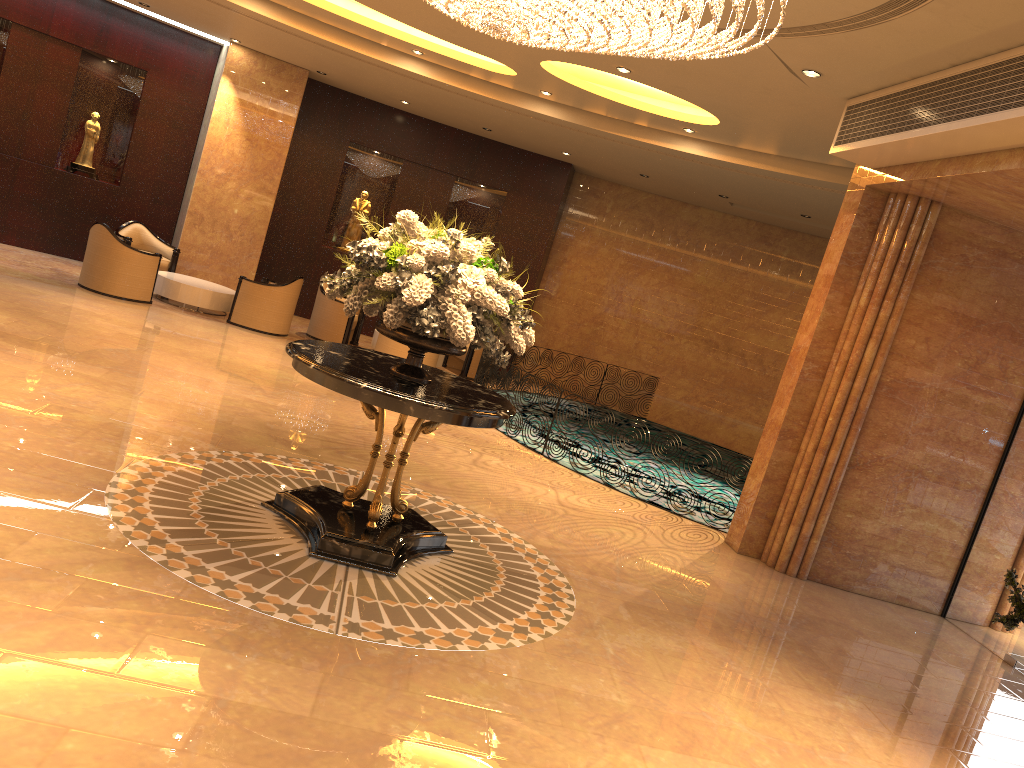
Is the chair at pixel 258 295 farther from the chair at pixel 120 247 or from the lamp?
the lamp

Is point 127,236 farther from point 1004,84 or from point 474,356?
point 1004,84

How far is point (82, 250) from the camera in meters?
14.2

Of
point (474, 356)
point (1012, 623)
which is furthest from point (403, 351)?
point (1012, 623)

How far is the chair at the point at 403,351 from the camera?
12.6 meters

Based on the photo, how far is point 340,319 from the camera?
13.5 meters

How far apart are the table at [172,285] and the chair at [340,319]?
1.26m

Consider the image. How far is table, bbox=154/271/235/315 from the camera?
12.6 meters

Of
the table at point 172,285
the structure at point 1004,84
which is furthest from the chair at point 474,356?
the structure at point 1004,84

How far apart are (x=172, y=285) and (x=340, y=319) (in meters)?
2.43
